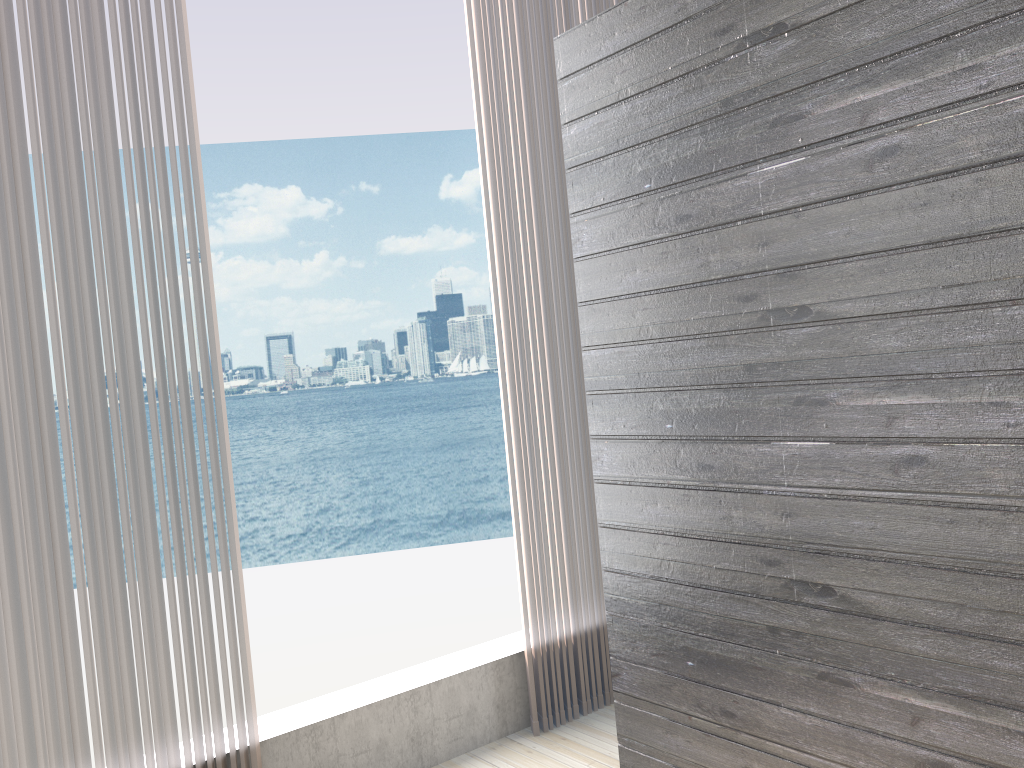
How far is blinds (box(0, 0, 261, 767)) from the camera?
2.06m

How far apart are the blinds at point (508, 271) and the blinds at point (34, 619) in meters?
0.9

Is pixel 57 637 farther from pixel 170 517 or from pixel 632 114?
pixel 632 114

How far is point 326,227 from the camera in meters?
31.0

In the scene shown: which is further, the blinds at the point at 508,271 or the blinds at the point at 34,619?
the blinds at the point at 508,271

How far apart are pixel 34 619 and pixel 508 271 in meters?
1.7

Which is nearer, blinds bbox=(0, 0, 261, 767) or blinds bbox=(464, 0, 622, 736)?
blinds bbox=(0, 0, 261, 767)

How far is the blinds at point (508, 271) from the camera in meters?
3.0 m

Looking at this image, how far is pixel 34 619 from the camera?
2.06m

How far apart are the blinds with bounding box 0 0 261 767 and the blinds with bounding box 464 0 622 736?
0.9 meters
